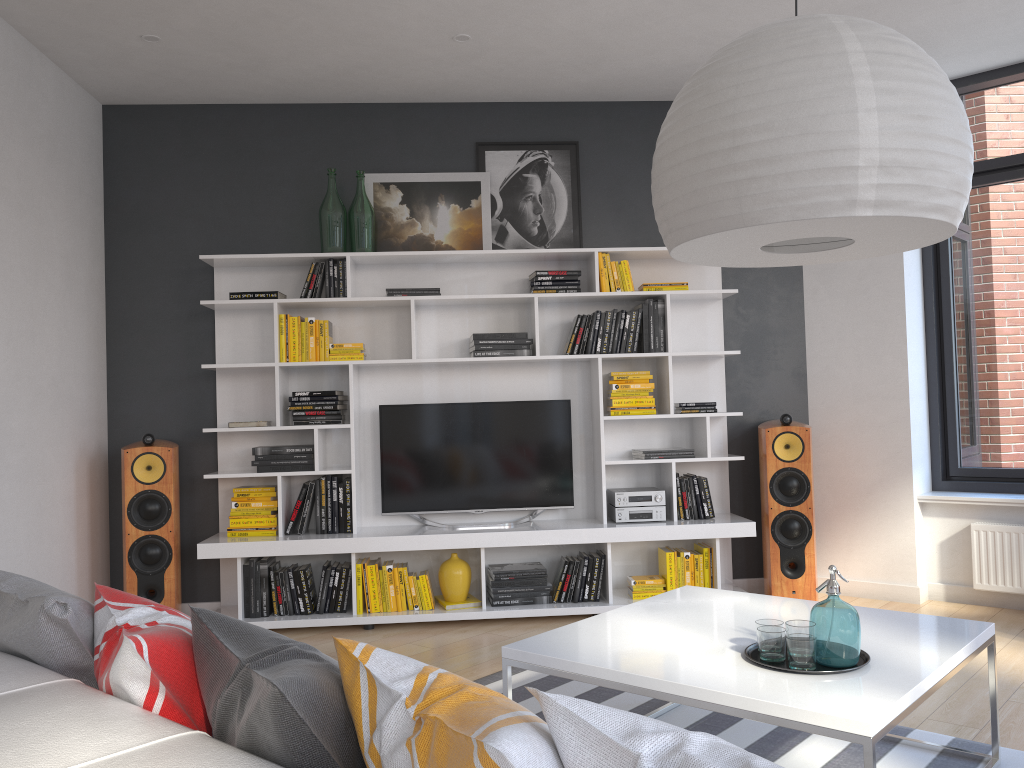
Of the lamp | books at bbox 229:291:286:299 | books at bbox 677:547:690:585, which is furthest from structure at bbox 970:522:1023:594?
books at bbox 229:291:286:299

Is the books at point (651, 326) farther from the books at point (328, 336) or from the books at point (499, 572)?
the books at point (328, 336)

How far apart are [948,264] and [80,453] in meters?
5.0 m

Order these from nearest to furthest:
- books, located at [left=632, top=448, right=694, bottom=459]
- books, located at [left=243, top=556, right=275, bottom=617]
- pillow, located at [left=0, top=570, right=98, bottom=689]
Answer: pillow, located at [left=0, top=570, right=98, bottom=689]
books, located at [left=243, top=556, right=275, bottom=617]
books, located at [left=632, top=448, right=694, bottom=459]

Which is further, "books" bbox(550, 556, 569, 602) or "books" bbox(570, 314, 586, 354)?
"books" bbox(570, 314, 586, 354)

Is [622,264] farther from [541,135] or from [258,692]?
[258,692]

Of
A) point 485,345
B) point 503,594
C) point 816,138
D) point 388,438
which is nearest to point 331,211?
point 485,345

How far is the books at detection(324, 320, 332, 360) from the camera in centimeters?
495cm

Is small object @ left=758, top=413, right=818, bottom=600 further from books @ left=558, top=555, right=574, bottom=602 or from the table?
the table

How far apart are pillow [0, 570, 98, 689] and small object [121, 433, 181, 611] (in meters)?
2.87
